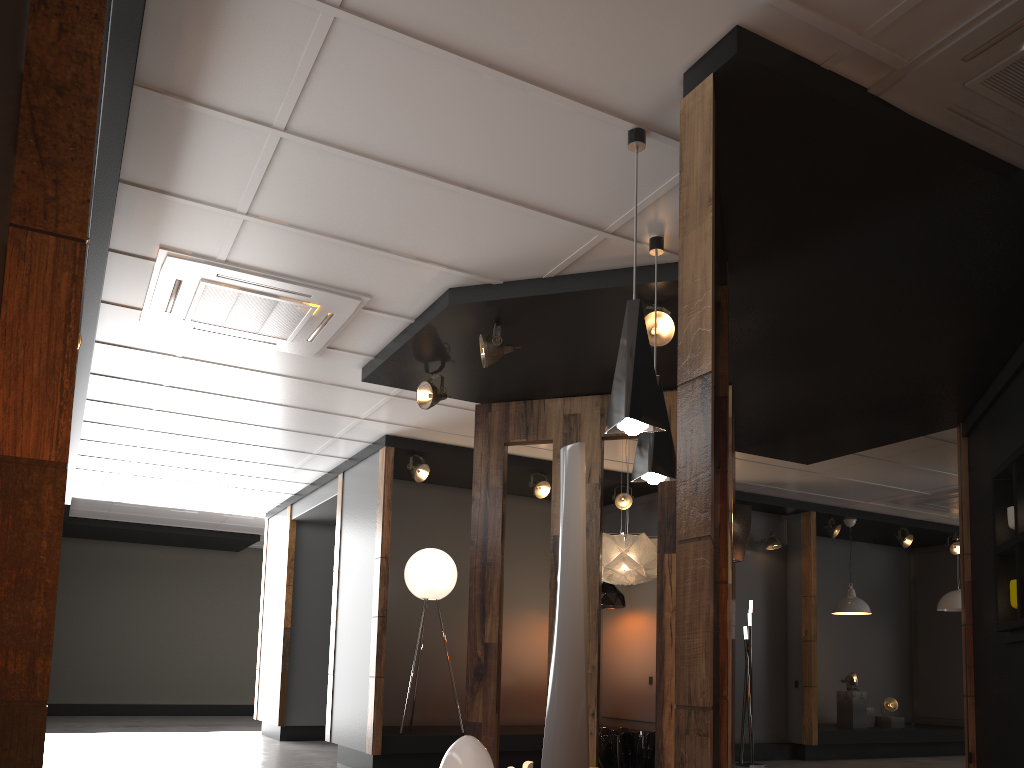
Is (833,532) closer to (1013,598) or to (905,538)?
(905,538)

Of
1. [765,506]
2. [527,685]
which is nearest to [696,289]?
[527,685]

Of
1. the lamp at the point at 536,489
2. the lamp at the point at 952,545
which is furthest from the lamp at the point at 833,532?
the lamp at the point at 536,489

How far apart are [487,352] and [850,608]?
7.08m

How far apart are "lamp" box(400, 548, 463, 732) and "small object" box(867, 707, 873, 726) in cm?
608

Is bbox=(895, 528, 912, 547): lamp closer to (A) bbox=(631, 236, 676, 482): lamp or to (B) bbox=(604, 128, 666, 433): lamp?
(A) bbox=(631, 236, 676, 482): lamp

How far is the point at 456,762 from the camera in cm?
430

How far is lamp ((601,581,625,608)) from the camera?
8.8 meters

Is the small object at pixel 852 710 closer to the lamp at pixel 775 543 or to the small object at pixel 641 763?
the lamp at pixel 775 543

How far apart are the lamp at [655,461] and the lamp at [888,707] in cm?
847
